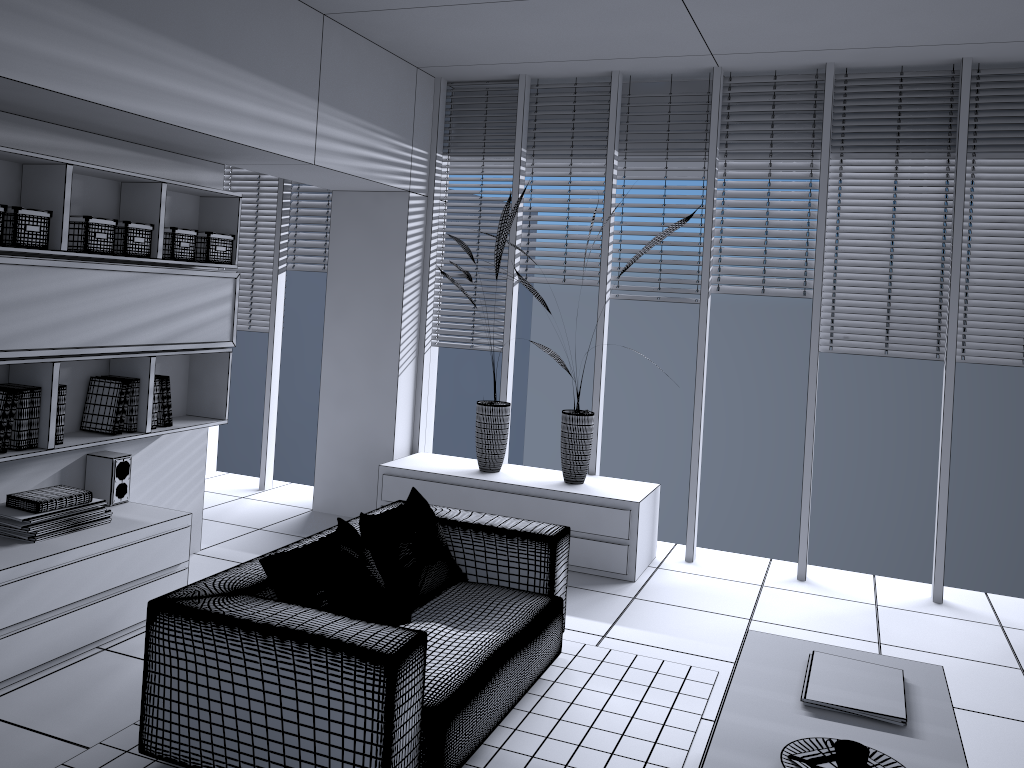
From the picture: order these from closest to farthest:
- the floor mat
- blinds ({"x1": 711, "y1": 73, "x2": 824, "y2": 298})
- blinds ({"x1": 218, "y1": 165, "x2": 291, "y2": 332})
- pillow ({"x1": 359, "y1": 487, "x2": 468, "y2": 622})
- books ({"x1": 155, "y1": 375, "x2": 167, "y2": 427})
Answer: the floor mat
pillow ({"x1": 359, "y1": 487, "x2": 468, "y2": 622})
books ({"x1": 155, "y1": 375, "x2": 167, "y2": 427})
blinds ({"x1": 711, "y1": 73, "x2": 824, "y2": 298})
blinds ({"x1": 218, "y1": 165, "x2": 291, "y2": 332})

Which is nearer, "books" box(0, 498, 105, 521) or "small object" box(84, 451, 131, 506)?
"books" box(0, 498, 105, 521)

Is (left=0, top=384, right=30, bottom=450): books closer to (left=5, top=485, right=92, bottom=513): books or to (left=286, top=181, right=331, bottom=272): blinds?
(left=5, top=485, right=92, bottom=513): books

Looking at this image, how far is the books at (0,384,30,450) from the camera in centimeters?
367cm

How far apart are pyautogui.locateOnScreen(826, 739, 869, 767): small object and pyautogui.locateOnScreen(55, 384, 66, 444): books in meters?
3.3

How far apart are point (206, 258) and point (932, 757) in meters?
3.8

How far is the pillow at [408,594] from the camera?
3.5m

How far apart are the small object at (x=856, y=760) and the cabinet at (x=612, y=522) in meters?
2.7 m

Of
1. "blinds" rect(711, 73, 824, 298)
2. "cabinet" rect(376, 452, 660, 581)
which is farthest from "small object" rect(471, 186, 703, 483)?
"blinds" rect(711, 73, 824, 298)

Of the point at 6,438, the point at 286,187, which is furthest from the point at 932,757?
the point at 286,187
